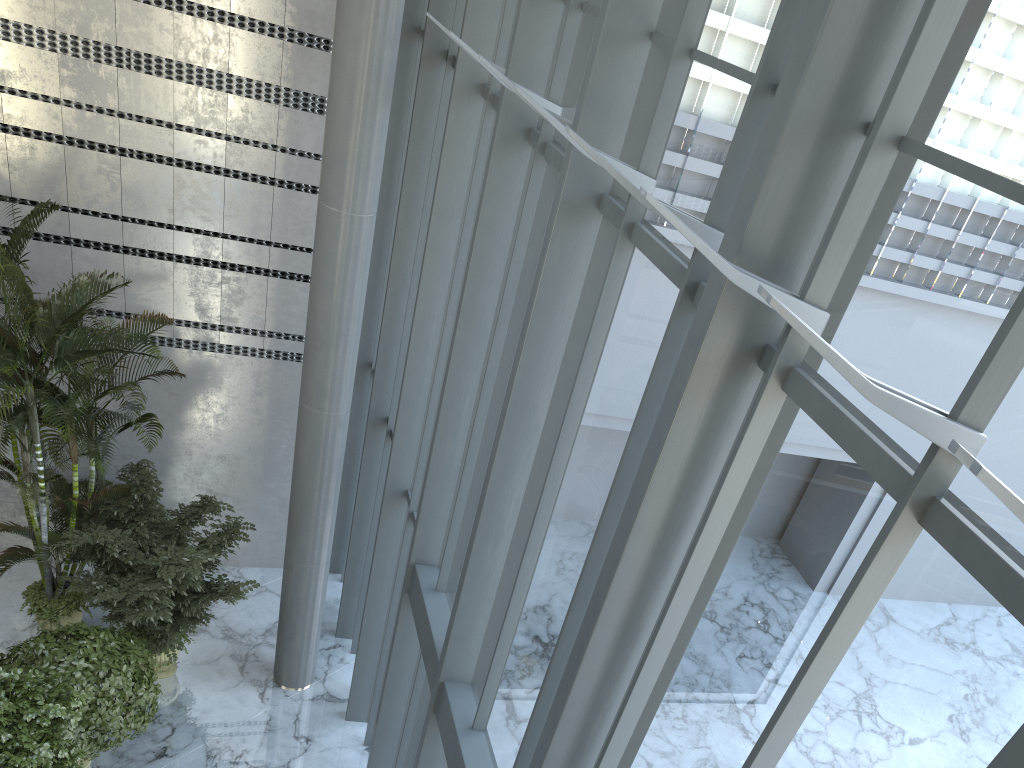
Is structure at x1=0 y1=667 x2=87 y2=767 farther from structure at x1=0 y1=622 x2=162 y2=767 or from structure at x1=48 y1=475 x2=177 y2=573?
structure at x1=48 y1=475 x2=177 y2=573

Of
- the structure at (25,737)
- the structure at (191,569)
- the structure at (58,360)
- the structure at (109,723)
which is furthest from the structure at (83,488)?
the structure at (25,737)

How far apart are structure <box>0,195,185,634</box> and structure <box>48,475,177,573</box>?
0.4 meters

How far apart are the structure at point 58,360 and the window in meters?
2.3 m

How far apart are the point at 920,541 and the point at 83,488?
9.6 meters

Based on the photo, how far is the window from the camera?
2.1m

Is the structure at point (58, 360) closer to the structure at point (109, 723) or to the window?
the structure at point (109, 723)

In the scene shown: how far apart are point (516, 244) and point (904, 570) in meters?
3.8 m

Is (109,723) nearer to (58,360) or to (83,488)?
(58,360)

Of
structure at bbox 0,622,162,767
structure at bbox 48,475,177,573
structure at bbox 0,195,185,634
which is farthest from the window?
structure at bbox 48,475,177,573
